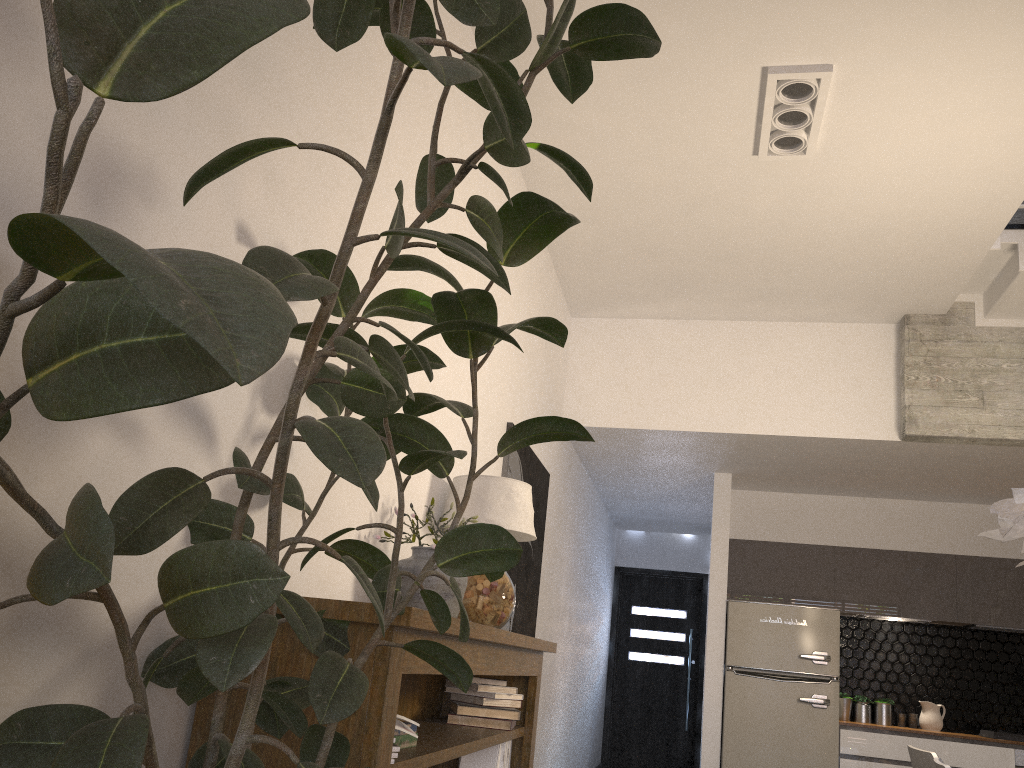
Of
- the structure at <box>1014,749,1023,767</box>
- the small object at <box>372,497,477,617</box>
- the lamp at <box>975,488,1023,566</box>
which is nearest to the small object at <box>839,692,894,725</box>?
the structure at <box>1014,749,1023,767</box>

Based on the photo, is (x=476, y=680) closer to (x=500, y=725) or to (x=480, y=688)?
(x=480, y=688)

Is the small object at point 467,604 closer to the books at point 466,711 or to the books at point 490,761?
the books at point 466,711

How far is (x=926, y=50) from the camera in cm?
352

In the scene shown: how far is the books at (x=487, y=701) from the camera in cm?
317

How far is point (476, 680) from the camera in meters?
3.2 m

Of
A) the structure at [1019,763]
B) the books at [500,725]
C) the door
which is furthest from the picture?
the door

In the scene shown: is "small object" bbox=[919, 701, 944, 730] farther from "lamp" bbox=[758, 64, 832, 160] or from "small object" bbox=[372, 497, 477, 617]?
"small object" bbox=[372, 497, 477, 617]

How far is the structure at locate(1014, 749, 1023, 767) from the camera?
6.2m

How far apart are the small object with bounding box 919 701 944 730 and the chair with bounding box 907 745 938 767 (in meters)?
3.85
